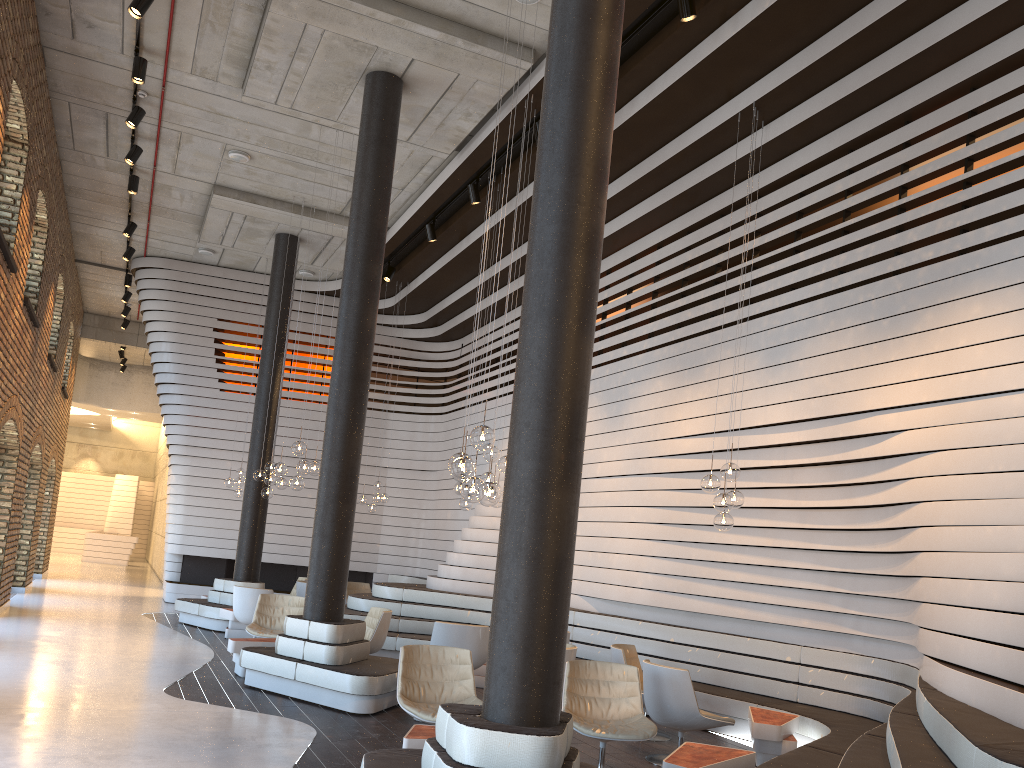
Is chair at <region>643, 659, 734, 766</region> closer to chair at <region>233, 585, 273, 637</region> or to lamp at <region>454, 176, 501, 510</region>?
lamp at <region>454, 176, 501, 510</region>

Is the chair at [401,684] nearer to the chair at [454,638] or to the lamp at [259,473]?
the chair at [454,638]

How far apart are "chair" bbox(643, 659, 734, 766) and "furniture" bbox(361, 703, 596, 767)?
2.4 meters

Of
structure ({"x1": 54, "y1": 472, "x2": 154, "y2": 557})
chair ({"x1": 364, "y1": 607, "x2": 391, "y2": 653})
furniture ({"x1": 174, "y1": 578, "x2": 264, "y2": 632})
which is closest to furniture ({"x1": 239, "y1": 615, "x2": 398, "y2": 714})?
chair ({"x1": 364, "y1": 607, "x2": 391, "y2": 653})

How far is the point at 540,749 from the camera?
3.7 meters

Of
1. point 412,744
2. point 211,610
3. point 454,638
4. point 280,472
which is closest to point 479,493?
point 412,744

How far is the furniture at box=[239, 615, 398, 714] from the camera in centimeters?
732cm

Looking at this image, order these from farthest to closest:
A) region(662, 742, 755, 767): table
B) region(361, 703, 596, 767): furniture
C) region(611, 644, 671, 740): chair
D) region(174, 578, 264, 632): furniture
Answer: region(174, 578, 264, 632): furniture → region(611, 644, 671, 740): chair → region(662, 742, 755, 767): table → region(361, 703, 596, 767): furniture

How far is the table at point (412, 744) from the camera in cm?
497

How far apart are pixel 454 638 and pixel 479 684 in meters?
1.2
